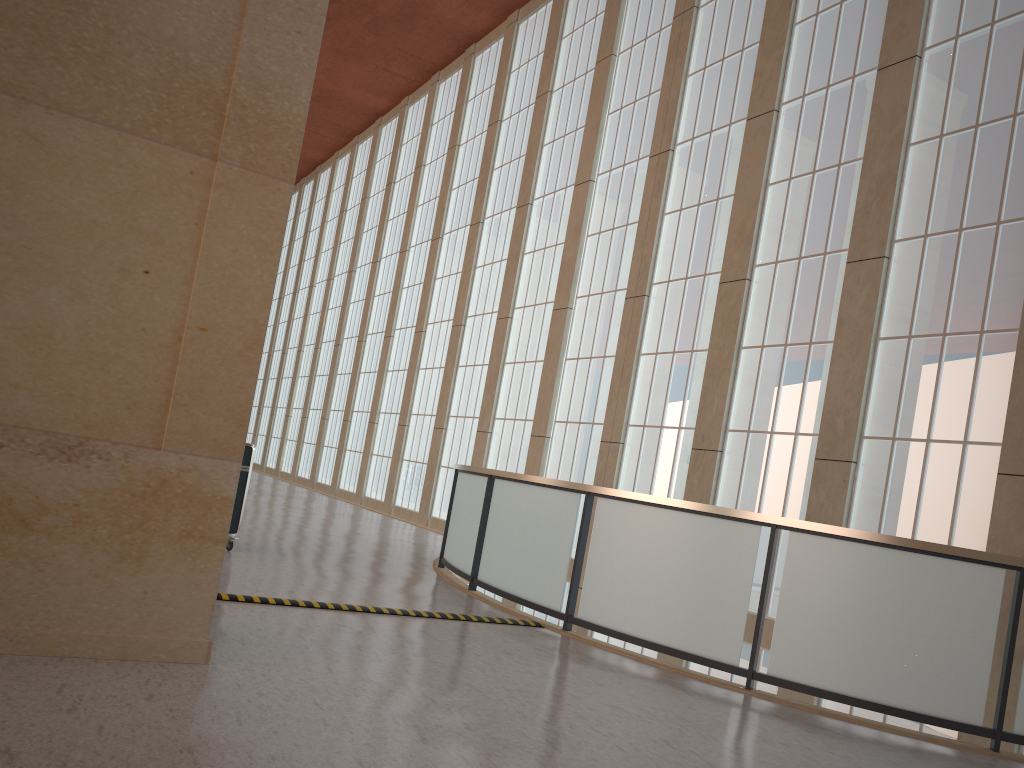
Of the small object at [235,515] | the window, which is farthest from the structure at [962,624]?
the window

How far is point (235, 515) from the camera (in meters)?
12.31

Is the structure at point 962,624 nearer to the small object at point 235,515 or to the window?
the small object at point 235,515

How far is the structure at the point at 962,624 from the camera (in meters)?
7.98

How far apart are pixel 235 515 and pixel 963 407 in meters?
10.8 m

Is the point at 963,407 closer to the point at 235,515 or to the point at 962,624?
the point at 962,624

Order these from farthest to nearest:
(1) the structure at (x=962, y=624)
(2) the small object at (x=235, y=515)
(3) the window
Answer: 1. (3) the window
2. (2) the small object at (x=235, y=515)
3. (1) the structure at (x=962, y=624)

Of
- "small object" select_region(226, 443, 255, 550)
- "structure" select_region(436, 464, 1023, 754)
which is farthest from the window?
"small object" select_region(226, 443, 255, 550)

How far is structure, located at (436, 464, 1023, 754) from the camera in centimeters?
798cm

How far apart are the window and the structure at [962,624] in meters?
5.2
